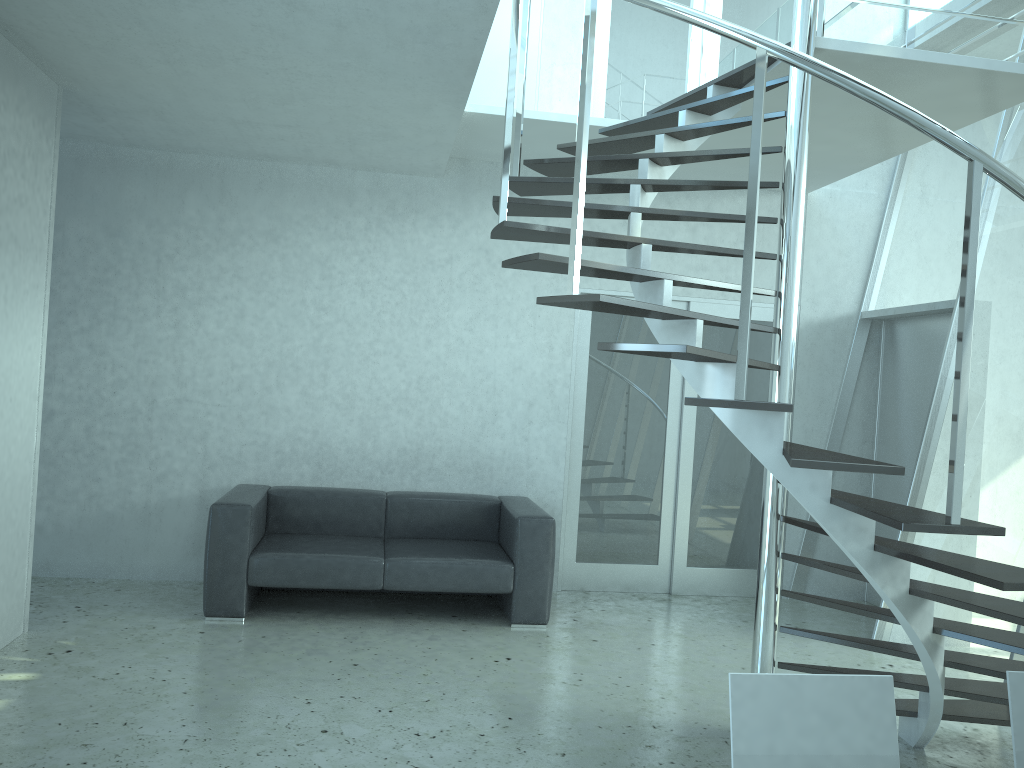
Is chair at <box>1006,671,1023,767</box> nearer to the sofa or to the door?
the sofa

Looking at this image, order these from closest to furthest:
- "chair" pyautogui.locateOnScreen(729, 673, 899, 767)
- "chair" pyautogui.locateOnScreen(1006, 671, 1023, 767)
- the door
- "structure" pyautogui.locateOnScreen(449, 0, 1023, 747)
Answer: "chair" pyautogui.locateOnScreen(729, 673, 899, 767)
"chair" pyautogui.locateOnScreen(1006, 671, 1023, 767)
"structure" pyautogui.locateOnScreen(449, 0, 1023, 747)
the door

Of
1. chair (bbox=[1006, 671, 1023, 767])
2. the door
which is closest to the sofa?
the door

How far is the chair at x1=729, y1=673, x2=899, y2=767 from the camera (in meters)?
1.82

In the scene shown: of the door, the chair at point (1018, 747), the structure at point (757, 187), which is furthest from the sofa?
the chair at point (1018, 747)

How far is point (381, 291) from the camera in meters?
6.0

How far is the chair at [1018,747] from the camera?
1.9m

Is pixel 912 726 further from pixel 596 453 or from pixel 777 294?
pixel 596 453

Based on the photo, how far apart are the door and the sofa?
0.5 meters

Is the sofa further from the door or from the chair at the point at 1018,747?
the chair at the point at 1018,747
